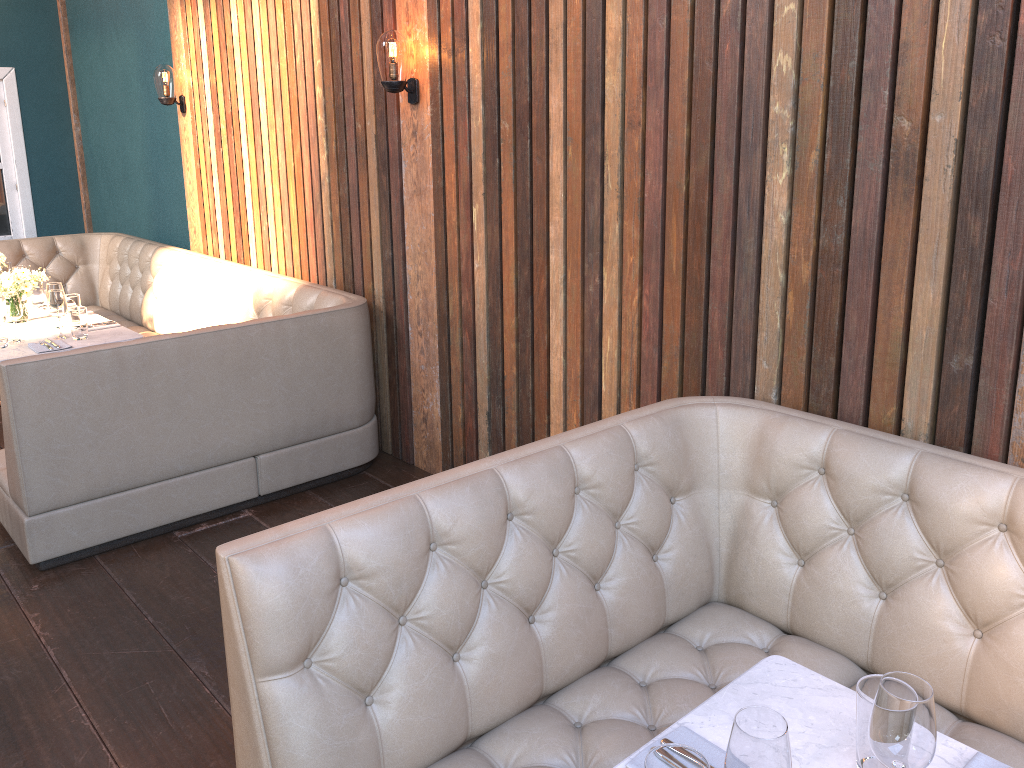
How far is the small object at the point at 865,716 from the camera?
1.41m

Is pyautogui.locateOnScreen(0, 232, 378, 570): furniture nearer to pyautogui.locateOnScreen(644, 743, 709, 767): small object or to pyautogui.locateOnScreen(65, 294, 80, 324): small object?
pyautogui.locateOnScreen(65, 294, 80, 324): small object

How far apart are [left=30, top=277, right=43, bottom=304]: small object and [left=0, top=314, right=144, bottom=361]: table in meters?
0.6

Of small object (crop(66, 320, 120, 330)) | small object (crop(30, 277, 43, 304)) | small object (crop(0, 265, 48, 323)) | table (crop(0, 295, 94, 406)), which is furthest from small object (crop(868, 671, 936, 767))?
small object (crop(30, 277, 43, 304))

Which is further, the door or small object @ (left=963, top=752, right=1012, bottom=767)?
the door

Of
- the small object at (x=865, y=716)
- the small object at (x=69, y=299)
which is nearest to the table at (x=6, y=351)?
the small object at (x=69, y=299)

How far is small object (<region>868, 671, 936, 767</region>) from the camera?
1.3m

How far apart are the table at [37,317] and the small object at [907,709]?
4.9 meters

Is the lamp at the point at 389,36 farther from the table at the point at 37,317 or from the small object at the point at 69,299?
the table at the point at 37,317

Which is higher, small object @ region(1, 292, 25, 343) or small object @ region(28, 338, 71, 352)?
small object @ region(1, 292, 25, 343)
